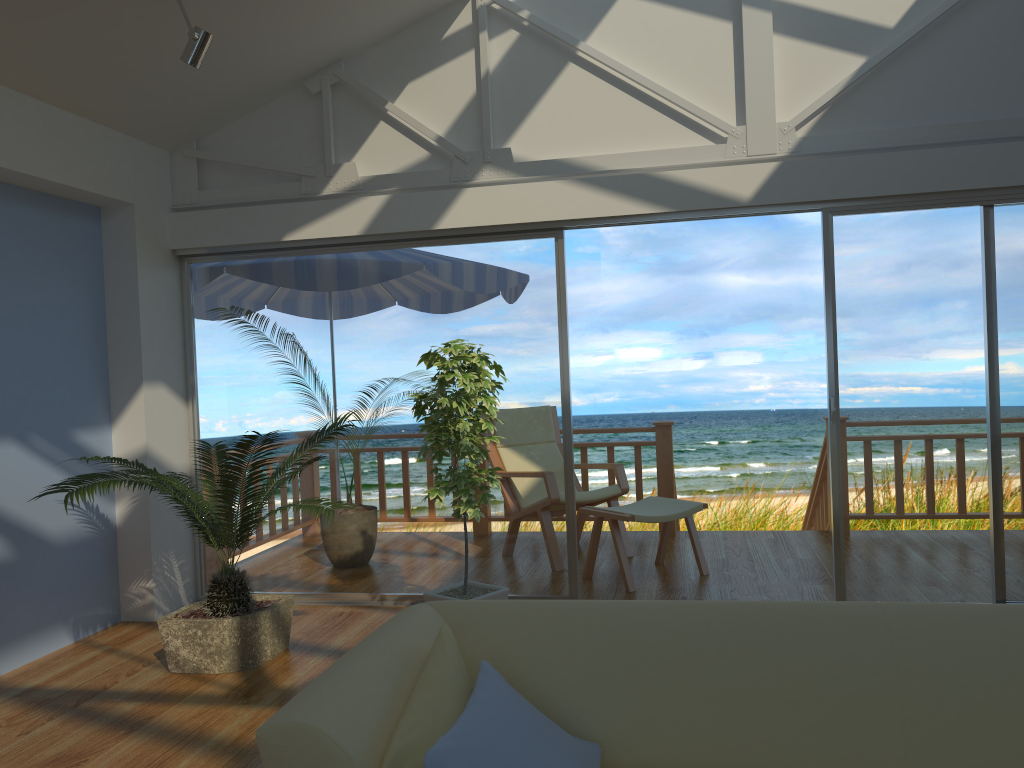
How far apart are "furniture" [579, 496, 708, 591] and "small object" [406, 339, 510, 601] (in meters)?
1.01

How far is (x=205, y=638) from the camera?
3.79m

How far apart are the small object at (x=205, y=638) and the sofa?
1.5 meters

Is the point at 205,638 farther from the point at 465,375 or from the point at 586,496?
the point at 586,496

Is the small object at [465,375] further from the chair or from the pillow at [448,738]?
the pillow at [448,738]

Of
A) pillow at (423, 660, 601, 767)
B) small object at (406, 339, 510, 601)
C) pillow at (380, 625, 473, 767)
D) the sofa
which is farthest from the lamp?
pillow at (423, 660, 601, 767)

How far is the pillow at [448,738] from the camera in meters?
1.6

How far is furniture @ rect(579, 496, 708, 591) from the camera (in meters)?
4.92

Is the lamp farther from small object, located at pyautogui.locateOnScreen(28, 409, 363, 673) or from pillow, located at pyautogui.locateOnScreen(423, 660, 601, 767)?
pillow, located at pyautogui.locateOnScreen(423, 660, 601, 767)

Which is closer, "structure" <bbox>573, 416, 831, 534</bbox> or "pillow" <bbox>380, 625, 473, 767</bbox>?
"pillow" <bbox>380, 625, 473, 767</bbox>
